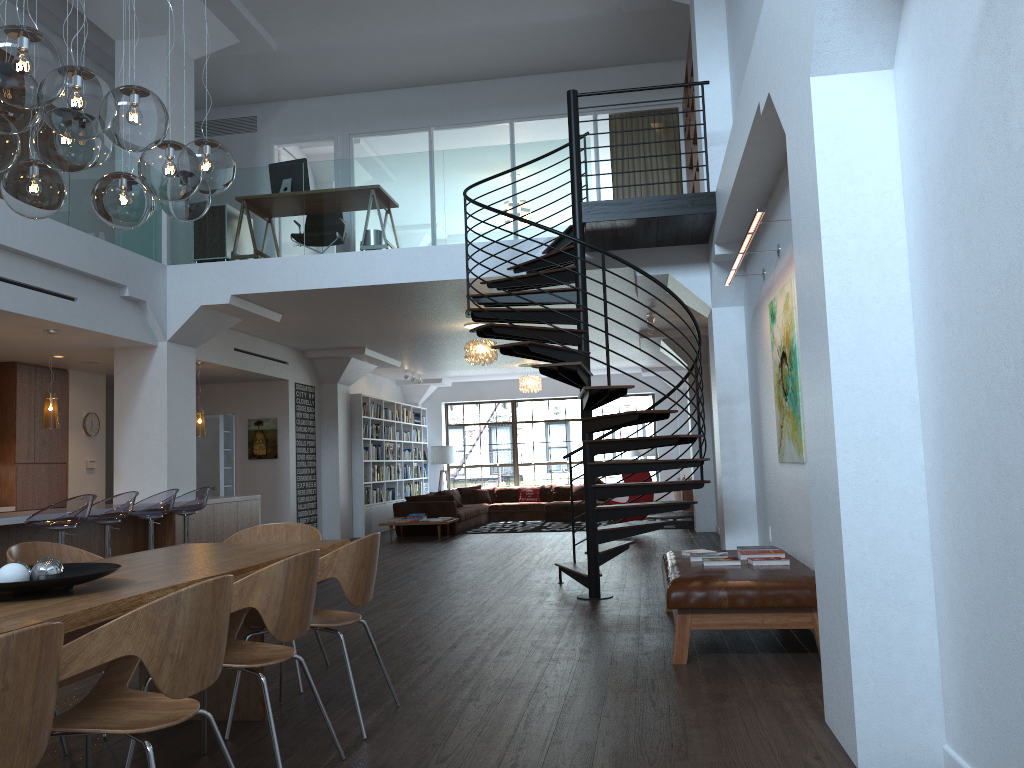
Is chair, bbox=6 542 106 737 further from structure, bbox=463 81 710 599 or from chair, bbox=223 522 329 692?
structure, bbox=463 81 710 599

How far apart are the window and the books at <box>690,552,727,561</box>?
13.7m

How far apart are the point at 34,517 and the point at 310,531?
2.84m

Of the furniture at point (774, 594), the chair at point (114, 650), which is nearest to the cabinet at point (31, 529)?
the chair at point (114, 650)

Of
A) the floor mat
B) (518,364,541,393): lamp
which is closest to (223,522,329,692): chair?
the floor mat

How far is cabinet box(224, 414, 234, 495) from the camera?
15.4m

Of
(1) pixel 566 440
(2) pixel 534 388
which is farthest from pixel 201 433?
(1) pixel 566 440

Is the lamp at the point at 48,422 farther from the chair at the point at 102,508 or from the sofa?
the sofa

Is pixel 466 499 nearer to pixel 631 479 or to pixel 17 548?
pixel 631 479

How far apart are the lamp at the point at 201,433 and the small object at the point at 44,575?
7.99m
